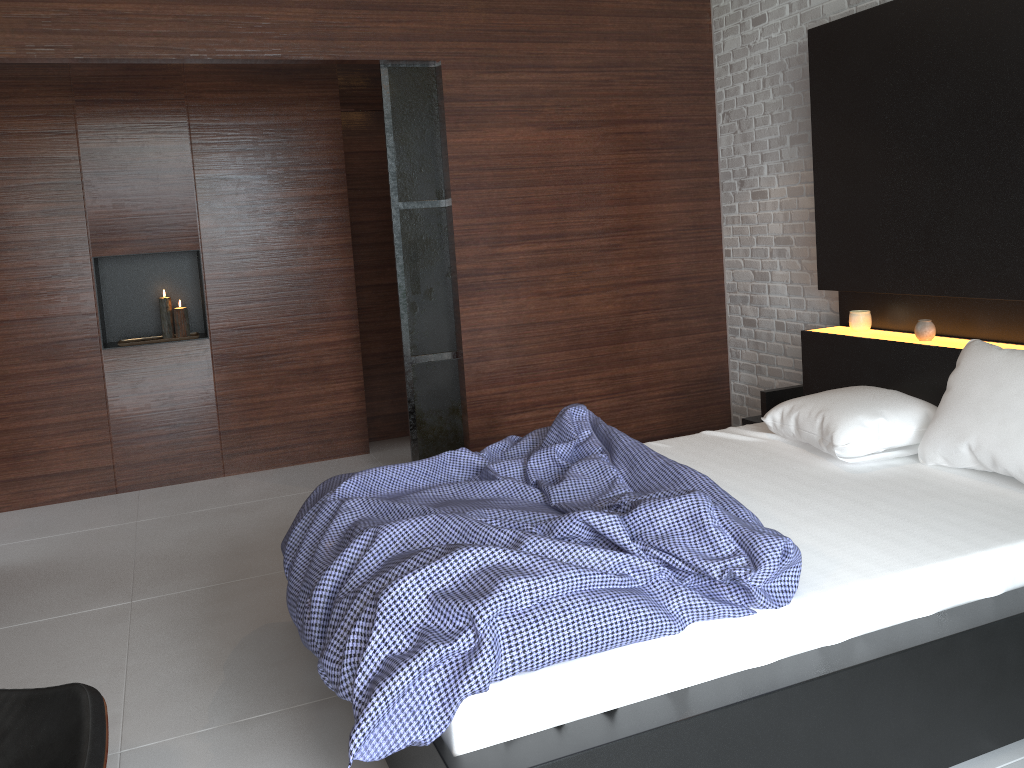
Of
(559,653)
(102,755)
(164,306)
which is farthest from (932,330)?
(164,306)

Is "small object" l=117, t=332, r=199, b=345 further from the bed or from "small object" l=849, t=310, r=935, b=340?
"small object" l=849, t=310, r=935, b=340

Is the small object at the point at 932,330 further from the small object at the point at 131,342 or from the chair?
the small object at the point at 131,342

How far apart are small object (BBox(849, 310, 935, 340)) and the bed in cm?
3

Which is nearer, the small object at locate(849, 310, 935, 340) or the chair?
the chair

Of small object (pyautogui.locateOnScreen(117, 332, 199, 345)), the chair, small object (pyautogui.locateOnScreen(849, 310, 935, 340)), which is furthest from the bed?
small object (pyautogui.locateOnScreen(117, 332, 199, 345))

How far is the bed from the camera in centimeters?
174cm

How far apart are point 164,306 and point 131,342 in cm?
27

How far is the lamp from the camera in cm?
492

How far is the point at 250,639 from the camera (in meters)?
3.00
